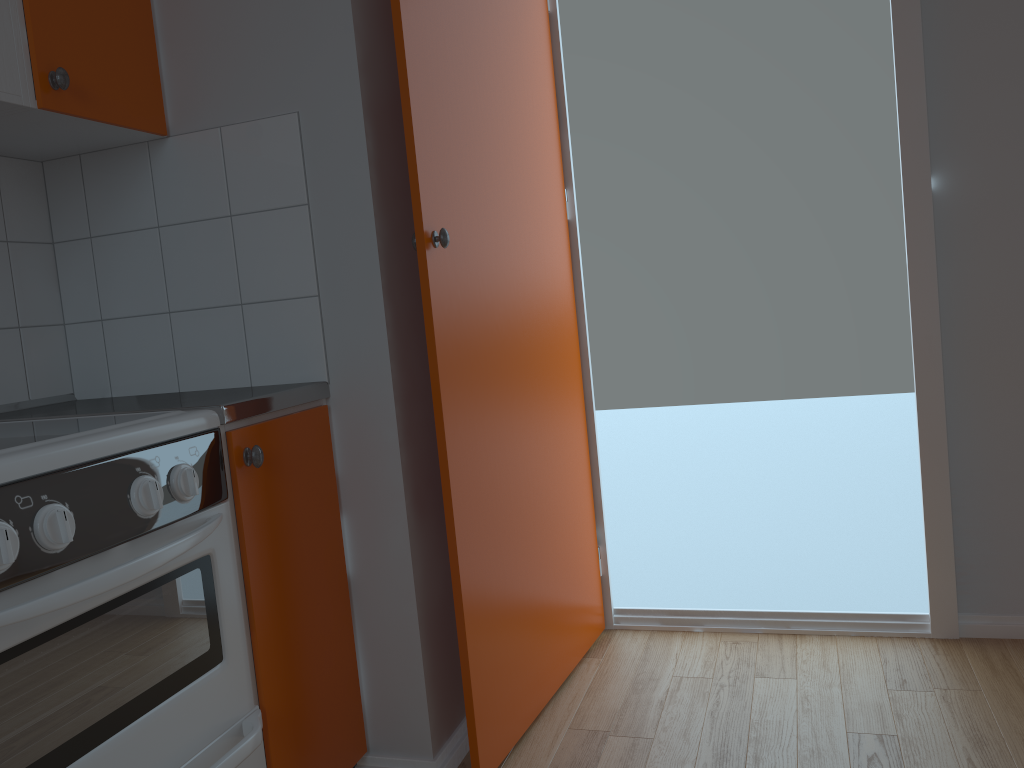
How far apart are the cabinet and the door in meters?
0.2

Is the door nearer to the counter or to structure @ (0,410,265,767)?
the counter

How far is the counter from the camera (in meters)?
1.53

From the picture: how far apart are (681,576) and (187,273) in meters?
5.2 m

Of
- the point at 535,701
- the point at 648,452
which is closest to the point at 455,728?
the point at 535,701

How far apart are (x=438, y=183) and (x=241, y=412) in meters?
0.6

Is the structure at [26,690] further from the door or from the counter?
the door

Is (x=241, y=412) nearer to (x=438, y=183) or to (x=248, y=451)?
(x=248, y=451)

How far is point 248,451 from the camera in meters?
1.5

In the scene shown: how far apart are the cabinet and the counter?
0.02m
